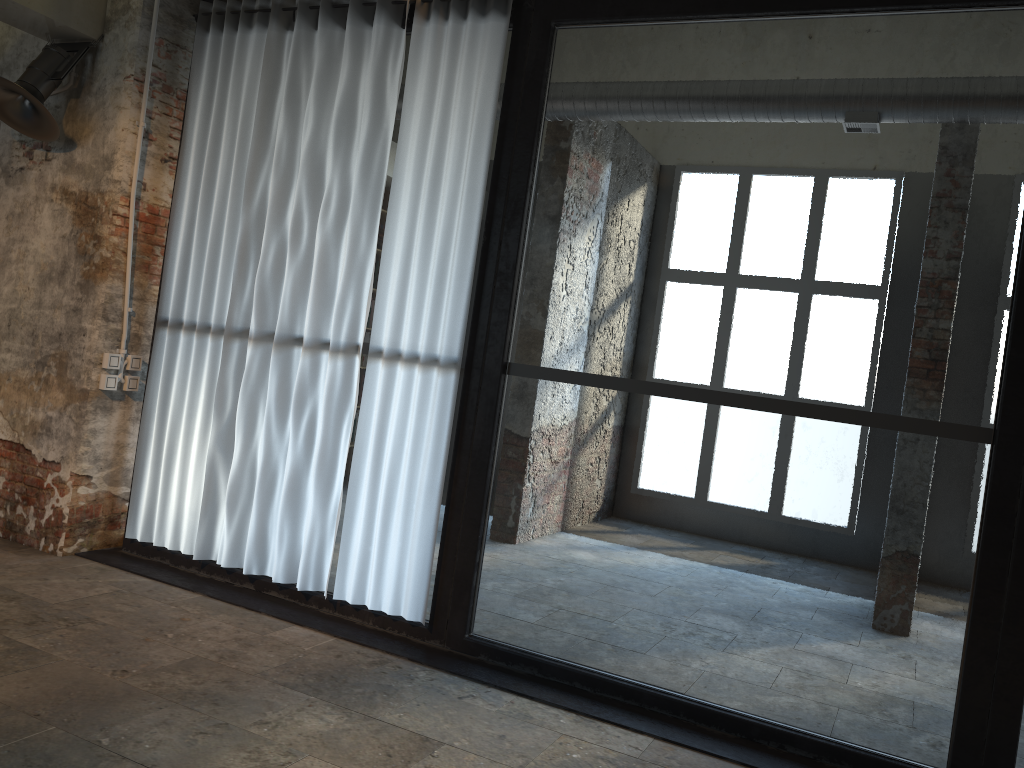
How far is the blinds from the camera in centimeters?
429cm

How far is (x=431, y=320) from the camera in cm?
429

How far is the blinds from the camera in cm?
429
